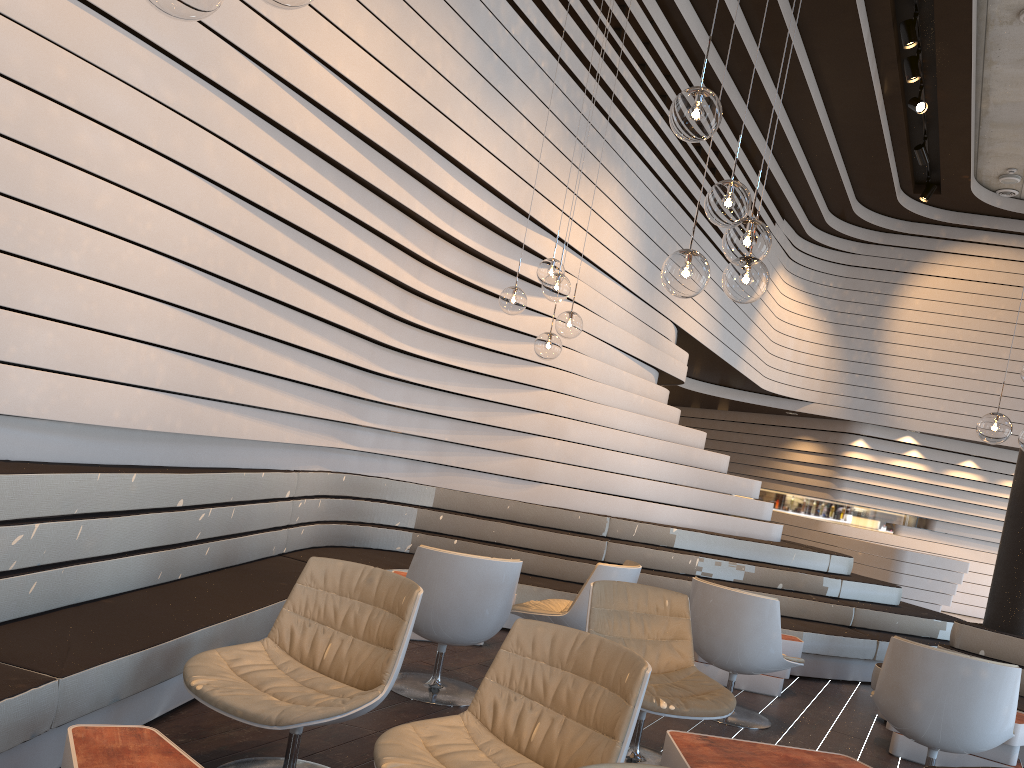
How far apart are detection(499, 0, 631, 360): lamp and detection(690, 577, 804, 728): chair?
1.53m

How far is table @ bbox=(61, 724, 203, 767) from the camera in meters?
2.1

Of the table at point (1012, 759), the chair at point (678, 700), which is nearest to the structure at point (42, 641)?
the chair at point (678, 700)

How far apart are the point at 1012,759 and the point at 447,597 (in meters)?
3.11

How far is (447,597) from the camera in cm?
415

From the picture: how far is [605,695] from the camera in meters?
2.6 m

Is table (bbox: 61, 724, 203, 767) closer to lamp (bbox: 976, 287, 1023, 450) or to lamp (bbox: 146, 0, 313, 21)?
lamp (bbox: 146, 0, 313, 21)

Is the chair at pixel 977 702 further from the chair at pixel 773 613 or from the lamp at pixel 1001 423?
the lamp at pixel 1001 423

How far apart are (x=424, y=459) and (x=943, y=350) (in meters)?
10.01

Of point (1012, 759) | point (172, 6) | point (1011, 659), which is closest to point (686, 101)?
point (172, 6)
